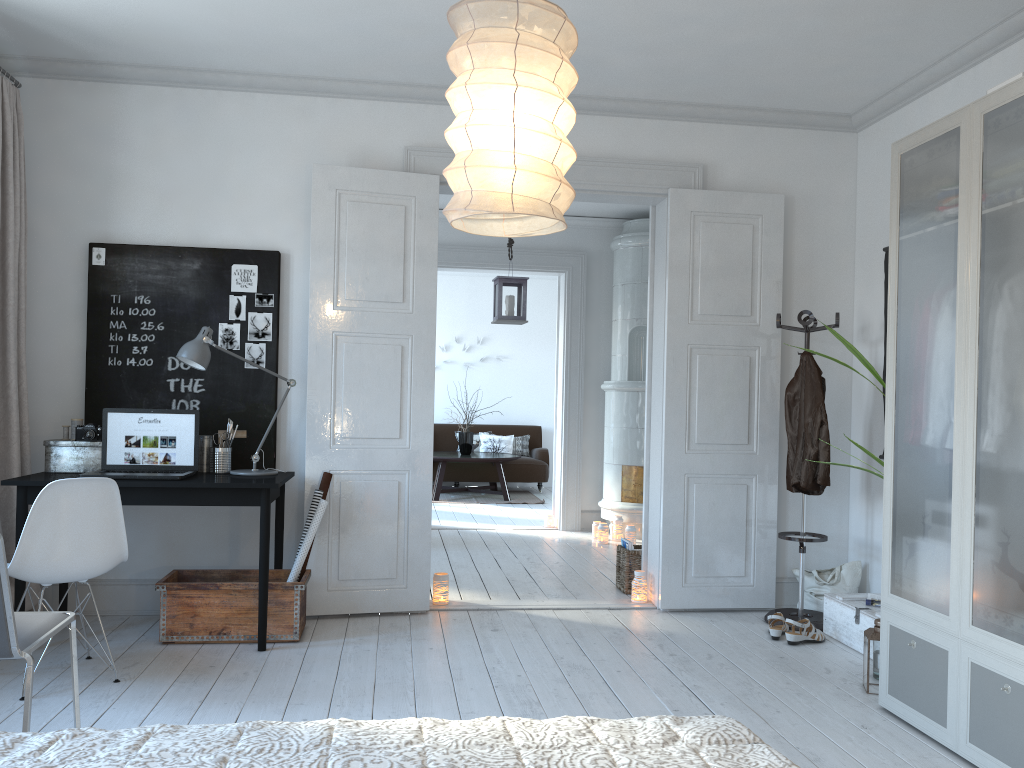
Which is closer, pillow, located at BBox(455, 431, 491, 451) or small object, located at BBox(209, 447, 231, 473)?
small object, located at BBox(209, 447, 231, 473)

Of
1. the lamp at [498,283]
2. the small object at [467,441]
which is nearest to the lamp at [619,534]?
the lamp at [498,283]

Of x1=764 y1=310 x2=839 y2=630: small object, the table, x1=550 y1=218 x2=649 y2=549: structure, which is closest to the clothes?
x1=764 y1=310 x2=839 y2=630: small object

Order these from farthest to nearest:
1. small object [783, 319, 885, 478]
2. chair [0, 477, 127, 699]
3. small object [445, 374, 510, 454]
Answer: small object [445, 374, 510, 454]
small object [783, 319, 885, 478]
chair [0, 477, 127, 699]

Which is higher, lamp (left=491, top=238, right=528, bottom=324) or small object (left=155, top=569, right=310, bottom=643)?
lamp (left=491, top=238, right=528, bottom=324)

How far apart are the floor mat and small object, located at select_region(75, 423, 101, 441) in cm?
614

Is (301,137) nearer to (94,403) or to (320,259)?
(320,259)

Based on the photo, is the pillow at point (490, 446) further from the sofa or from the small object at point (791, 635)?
the small object at point (791, 635)

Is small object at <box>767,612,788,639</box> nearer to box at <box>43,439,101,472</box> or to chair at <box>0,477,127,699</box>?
chair at <box>0,477,127,699</box>

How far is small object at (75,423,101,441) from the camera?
4.2 meters
